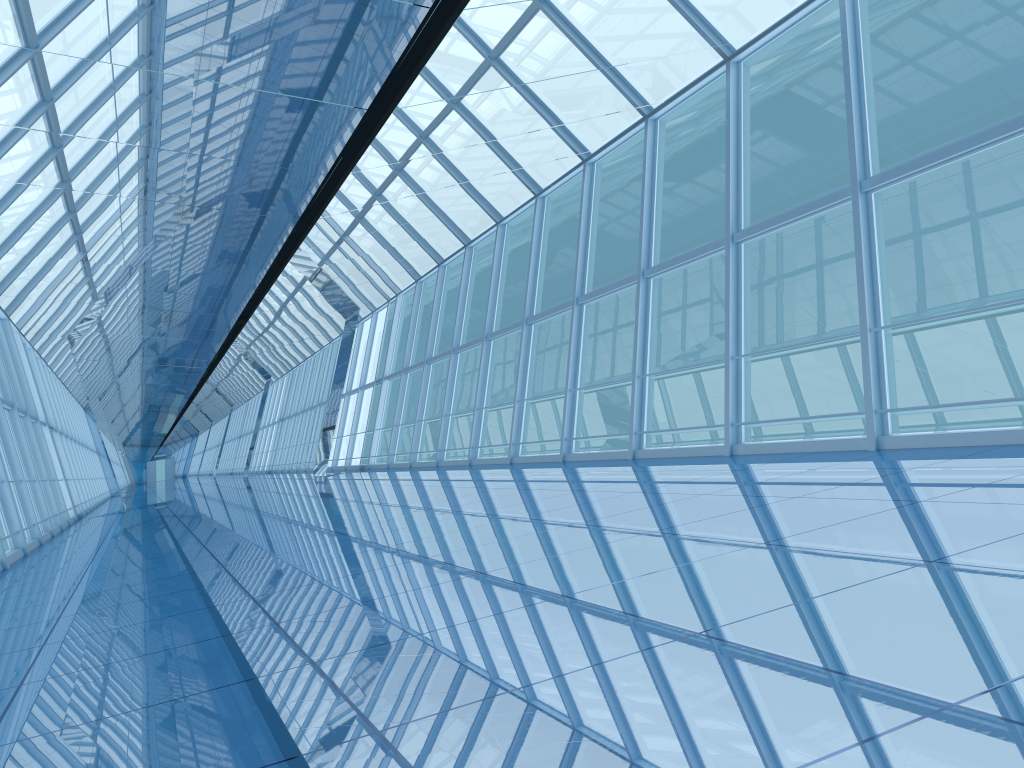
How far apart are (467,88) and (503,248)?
9.5 meters

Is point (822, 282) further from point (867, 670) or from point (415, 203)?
point (867, 670)

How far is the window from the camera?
8.7m

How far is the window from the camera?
8.7 meters

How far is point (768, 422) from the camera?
8.7m
